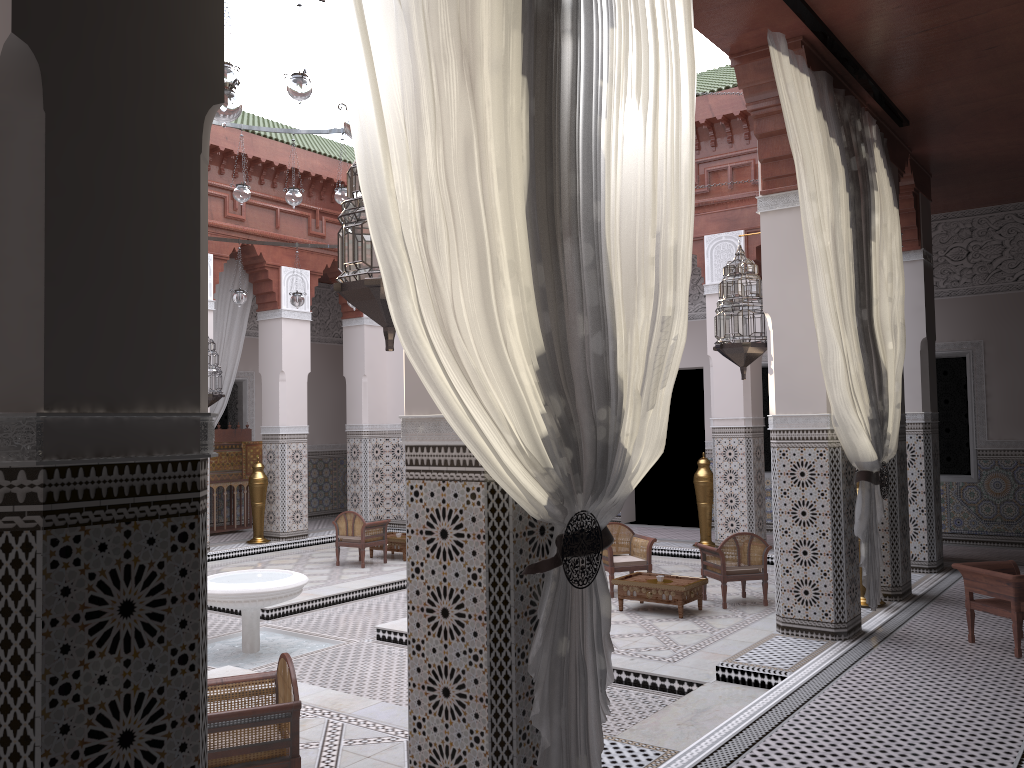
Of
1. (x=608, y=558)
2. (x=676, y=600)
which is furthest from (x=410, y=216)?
(x=608, y=558)

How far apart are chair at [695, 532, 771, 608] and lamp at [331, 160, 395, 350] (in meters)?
2.35

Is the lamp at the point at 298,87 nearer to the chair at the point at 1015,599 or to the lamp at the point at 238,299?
the lamp at the point at 238,299

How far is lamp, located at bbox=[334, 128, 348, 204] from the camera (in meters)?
4.07

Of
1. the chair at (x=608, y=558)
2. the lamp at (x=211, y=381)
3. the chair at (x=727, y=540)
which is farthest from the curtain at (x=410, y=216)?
the lamp at (x=211, y=381)

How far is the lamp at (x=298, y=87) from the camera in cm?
275

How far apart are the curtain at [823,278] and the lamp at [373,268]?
1.4m

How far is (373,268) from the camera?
1.7 meters

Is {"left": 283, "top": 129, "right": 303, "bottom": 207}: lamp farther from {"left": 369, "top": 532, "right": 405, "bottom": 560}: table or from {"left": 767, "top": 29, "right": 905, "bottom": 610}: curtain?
{"left": 767, "top": 29, "right": 905, "bottom": 610}: curtain

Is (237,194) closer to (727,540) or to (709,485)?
(727,540)
